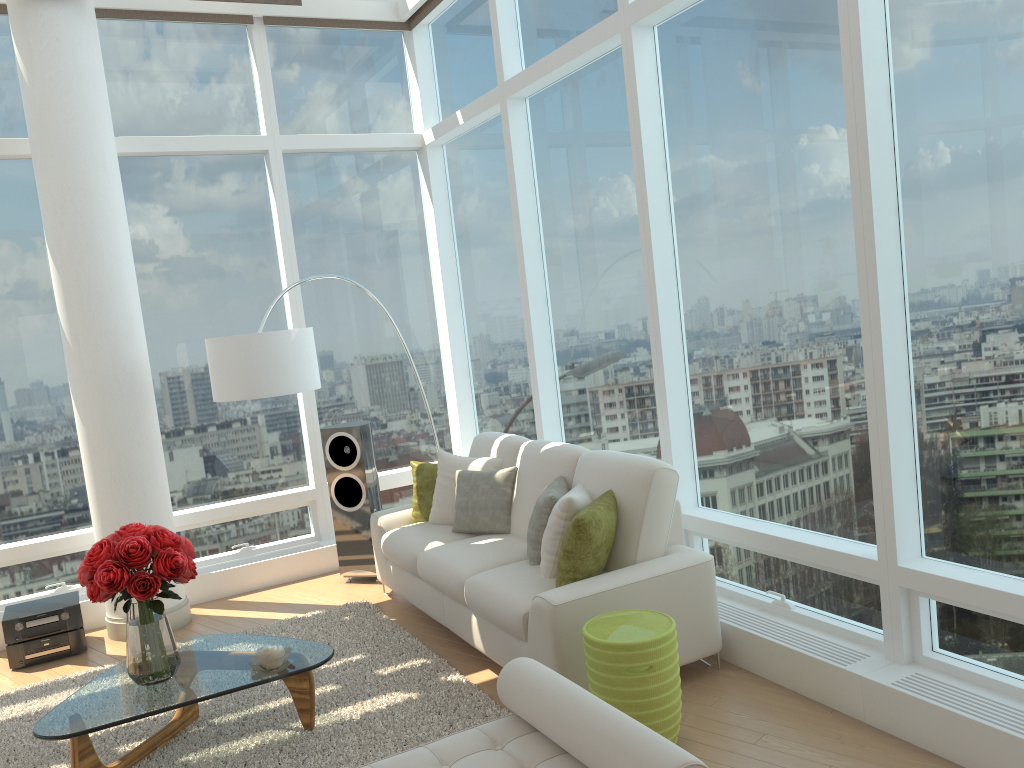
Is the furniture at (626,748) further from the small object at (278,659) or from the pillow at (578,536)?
the small object at (278,659)

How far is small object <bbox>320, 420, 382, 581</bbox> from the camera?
6.40m

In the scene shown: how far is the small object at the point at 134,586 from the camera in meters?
3.7 m

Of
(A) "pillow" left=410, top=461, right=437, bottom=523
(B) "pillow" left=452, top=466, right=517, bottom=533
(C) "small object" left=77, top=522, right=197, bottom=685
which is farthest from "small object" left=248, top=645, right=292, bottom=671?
(A) "pillow" left=410, top=461, right=437, bottom=523

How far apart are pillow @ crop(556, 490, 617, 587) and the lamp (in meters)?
2.19

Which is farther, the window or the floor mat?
the floor mat

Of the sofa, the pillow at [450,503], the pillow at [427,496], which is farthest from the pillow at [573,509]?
the pillow at [427,496]

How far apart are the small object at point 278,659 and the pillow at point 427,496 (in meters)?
1.96

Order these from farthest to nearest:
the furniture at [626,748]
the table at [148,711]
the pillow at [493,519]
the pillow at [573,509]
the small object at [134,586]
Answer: the pillow at [493,519], the pillow at [573,509], the small object at [134,586], the table at [148,711], the furniture at [626,748]

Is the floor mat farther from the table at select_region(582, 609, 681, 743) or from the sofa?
the table at select_region(582, 609, 681, 743)
